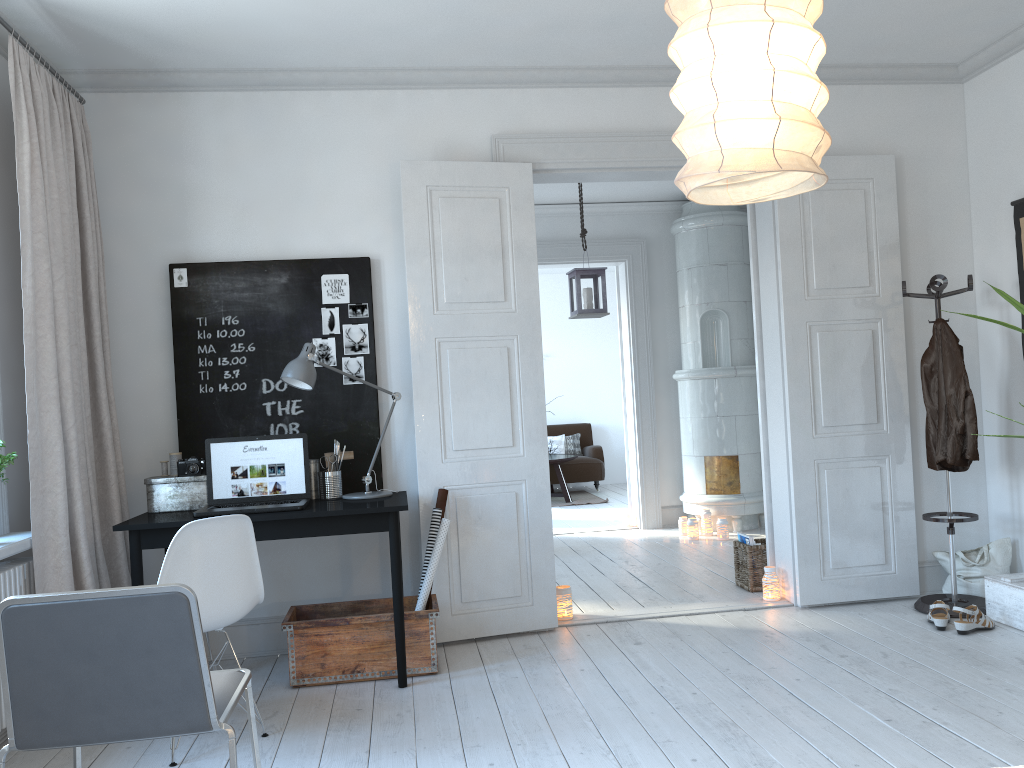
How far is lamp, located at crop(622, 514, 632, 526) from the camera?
7.71m

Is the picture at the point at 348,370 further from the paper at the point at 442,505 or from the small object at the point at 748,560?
the small object at the point at 748,560

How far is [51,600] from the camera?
1.9m

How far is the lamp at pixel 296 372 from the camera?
3.8 meters

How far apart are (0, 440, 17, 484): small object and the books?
3.72m

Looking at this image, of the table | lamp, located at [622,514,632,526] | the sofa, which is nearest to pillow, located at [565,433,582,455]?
the sofa

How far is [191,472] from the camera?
3.9m

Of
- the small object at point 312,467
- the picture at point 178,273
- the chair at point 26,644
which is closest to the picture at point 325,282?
the picture at point 178,273

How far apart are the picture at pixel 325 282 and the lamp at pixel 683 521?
3.9 meters

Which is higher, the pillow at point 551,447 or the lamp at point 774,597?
the pillow at point 551,447
